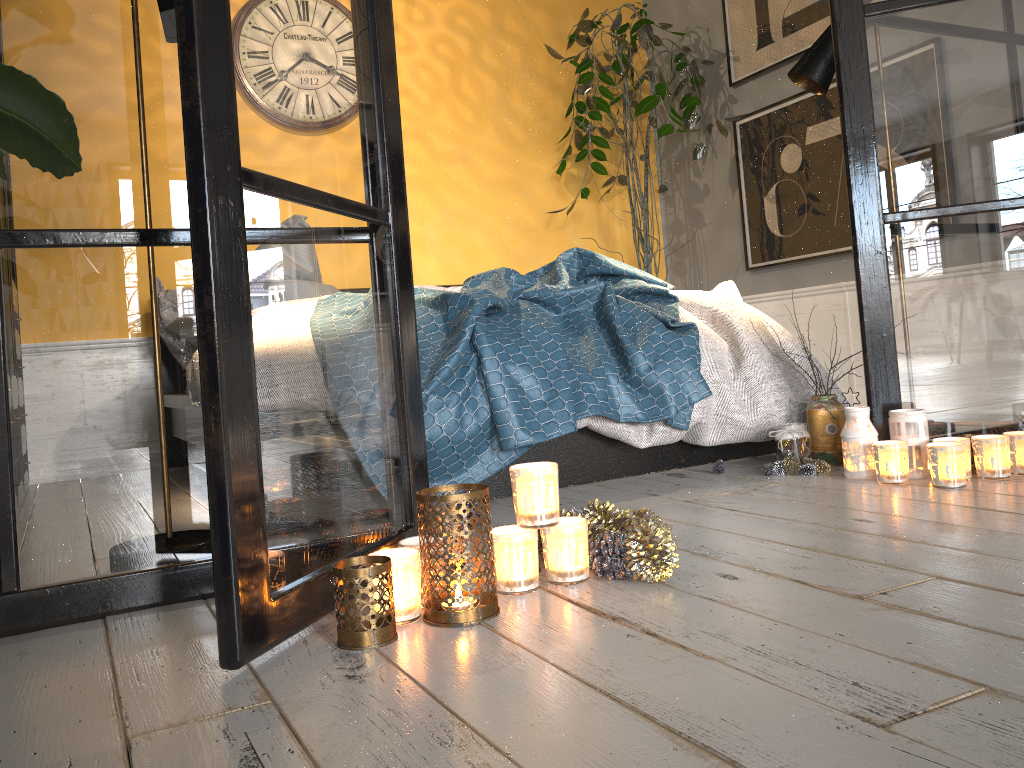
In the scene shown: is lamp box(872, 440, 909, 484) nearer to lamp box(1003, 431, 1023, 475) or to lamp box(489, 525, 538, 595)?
lamp box(1003, 431, 1023, 475)

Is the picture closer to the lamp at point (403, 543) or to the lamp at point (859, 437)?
the lamp at point (859, 437)

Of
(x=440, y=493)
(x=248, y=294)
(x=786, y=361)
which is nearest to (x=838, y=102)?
(x=786, y=361)

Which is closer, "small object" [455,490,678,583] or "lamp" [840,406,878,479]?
"small object" [455,490,678,583]

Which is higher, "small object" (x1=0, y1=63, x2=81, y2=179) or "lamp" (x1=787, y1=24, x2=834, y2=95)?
"lamp" (x1=787, y1=24, x2=834, y2=95)

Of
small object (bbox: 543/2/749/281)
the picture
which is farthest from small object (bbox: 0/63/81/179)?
the picture

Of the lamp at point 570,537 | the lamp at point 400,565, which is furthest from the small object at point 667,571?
the lamp at point 400,565

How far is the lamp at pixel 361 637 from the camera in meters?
1.2 m

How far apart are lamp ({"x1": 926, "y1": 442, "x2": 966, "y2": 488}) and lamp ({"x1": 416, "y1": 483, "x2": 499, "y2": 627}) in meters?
1.2 m

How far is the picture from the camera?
4.1 meters
